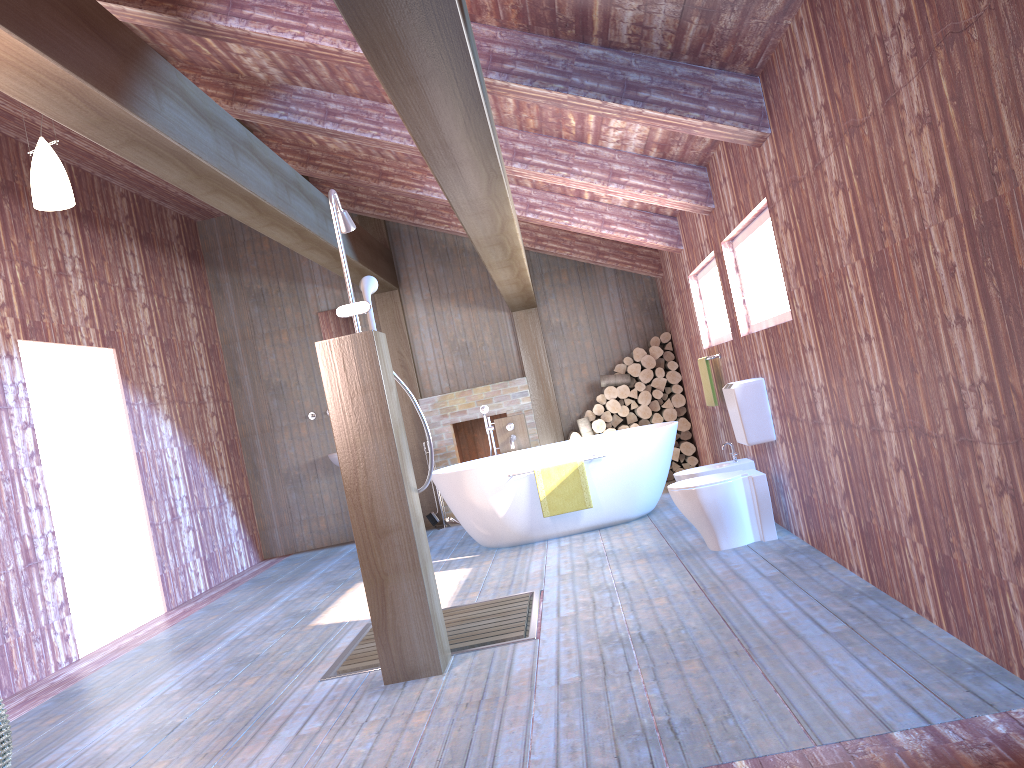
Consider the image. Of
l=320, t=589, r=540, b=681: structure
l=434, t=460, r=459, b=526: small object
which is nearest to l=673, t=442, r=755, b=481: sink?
l=320, t=589, r=540, b=681: structure

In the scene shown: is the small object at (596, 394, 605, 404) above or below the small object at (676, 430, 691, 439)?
above

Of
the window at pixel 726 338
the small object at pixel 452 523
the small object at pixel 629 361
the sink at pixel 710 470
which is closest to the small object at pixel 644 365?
the small object at pixel 629 361

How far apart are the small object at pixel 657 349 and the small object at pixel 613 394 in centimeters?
51cm

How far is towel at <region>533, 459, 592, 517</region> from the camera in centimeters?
639cm

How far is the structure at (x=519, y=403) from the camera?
8.97m

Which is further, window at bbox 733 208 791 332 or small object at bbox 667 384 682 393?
small object at bbox 667 384 682 393

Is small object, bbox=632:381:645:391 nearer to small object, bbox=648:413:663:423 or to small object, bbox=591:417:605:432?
small object, bbox=648:413:663:423

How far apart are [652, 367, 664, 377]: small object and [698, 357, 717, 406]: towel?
2.1m

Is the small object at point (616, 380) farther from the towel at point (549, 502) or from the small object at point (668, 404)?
the towel at point (549, 502)
